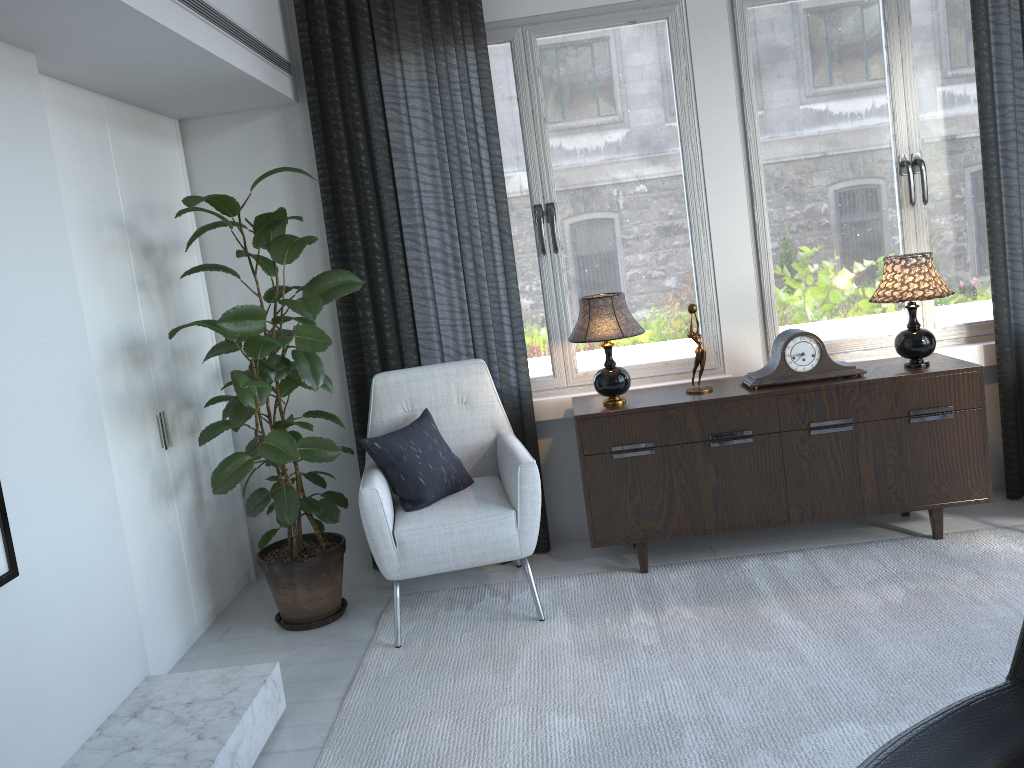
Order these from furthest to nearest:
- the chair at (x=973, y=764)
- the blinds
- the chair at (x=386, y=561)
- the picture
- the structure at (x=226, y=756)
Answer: the blinds
the chair at (x=386, y=561)
the structure at (x=226, y=756)
the picture
the chair at (x=973, y=764)

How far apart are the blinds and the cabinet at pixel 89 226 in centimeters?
55cm

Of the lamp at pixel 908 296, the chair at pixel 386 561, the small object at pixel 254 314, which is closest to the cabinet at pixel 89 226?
the small object at pixel 254 314

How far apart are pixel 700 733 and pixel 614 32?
2.52m

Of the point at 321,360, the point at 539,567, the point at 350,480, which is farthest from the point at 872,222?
the point at 350,480

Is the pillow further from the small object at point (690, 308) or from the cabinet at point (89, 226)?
the small object at point (690, 308)

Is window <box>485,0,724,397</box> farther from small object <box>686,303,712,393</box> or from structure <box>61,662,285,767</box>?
structure <box>61,662,285,767</box>

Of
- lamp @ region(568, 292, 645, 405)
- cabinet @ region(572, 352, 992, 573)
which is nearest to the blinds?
cabinet @ region(572, 352, 992, 573)

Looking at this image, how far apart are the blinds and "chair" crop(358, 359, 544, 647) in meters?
0.1 m

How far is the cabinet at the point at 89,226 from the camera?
2.71m
